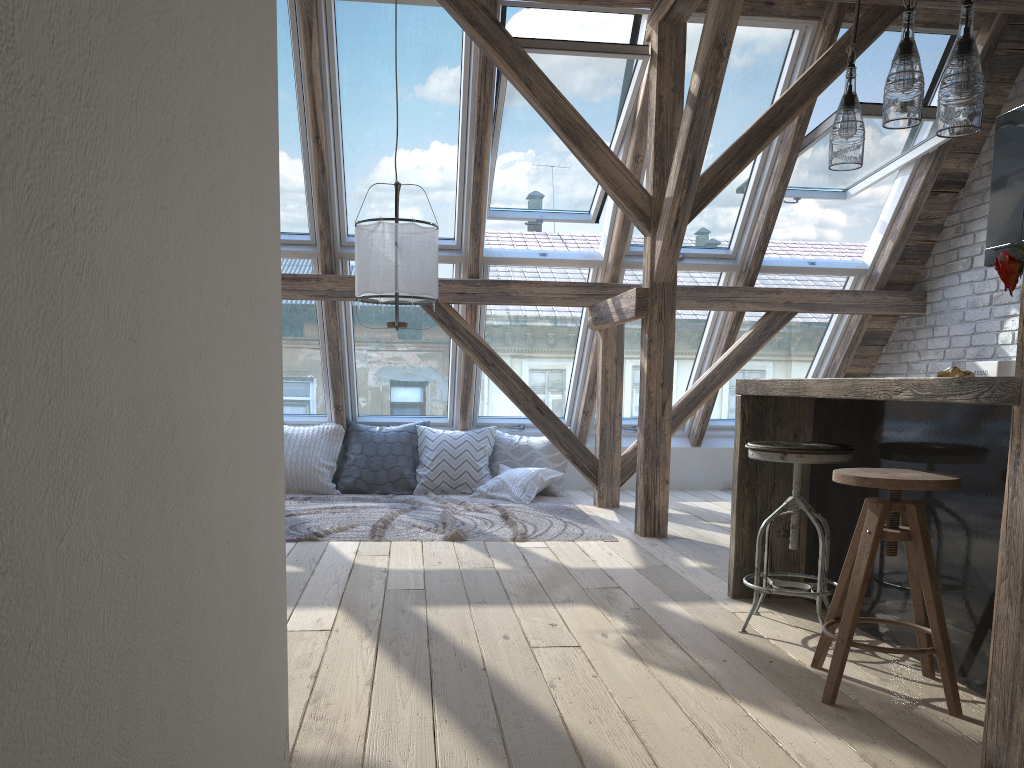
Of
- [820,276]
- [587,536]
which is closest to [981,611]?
[587,536]

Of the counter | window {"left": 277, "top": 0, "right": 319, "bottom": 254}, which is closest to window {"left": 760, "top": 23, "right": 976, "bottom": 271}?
the counter

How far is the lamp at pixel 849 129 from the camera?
2.88m

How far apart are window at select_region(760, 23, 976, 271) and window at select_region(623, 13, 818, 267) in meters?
0.2

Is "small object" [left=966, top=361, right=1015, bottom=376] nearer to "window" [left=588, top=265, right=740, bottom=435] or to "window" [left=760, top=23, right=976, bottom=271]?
"window" [left=760, top=23, right=976, bottom=271]

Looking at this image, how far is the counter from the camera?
2.0m

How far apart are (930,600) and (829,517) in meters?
1.0

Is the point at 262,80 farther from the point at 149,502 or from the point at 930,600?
the point at 930,600

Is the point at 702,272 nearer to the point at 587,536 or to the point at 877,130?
the point at 877,130

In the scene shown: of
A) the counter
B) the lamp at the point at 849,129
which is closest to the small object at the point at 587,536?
the counter
